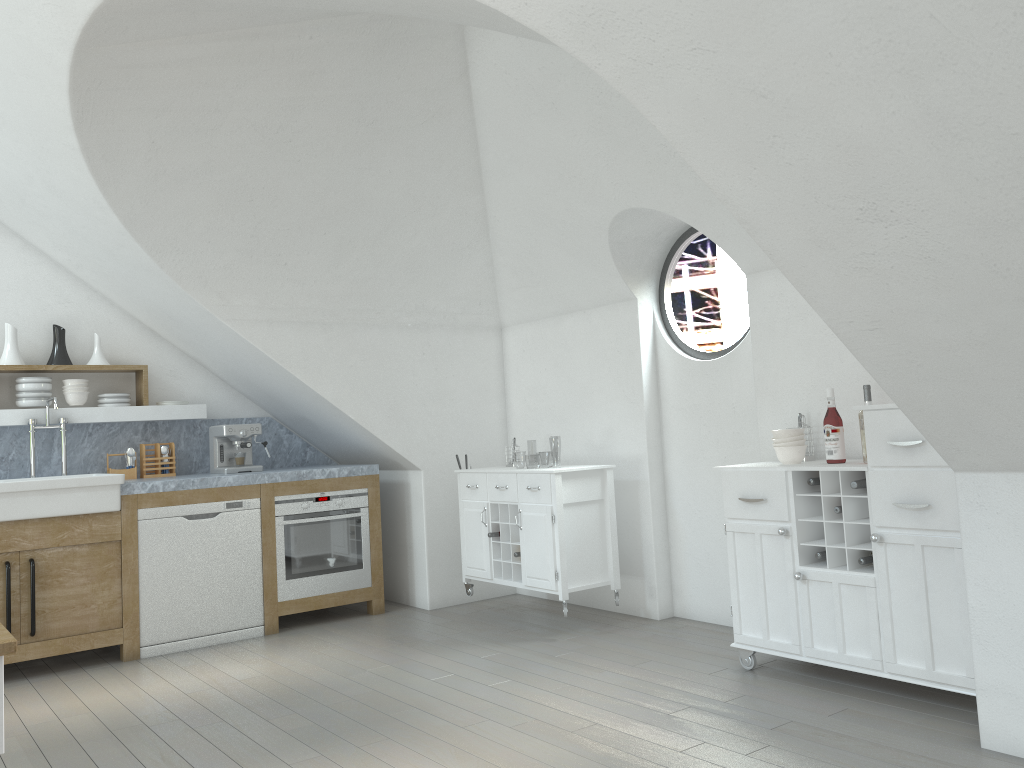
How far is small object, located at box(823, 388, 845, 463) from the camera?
3.8 meters

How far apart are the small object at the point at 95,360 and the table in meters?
4.3 m

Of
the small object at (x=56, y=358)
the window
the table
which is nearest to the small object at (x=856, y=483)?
the window

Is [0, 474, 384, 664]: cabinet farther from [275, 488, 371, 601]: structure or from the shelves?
the shelves

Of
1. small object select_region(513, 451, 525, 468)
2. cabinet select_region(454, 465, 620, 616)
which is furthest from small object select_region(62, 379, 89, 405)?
small object select_region(513, 451, 525, 468)

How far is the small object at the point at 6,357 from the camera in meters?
5.3

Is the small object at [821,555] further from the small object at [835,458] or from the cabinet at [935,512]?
the small object at [835,458]

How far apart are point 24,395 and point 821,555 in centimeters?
458cm

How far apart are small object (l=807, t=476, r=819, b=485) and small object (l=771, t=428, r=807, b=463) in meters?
0.2

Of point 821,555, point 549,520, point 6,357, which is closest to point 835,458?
point 821,555
